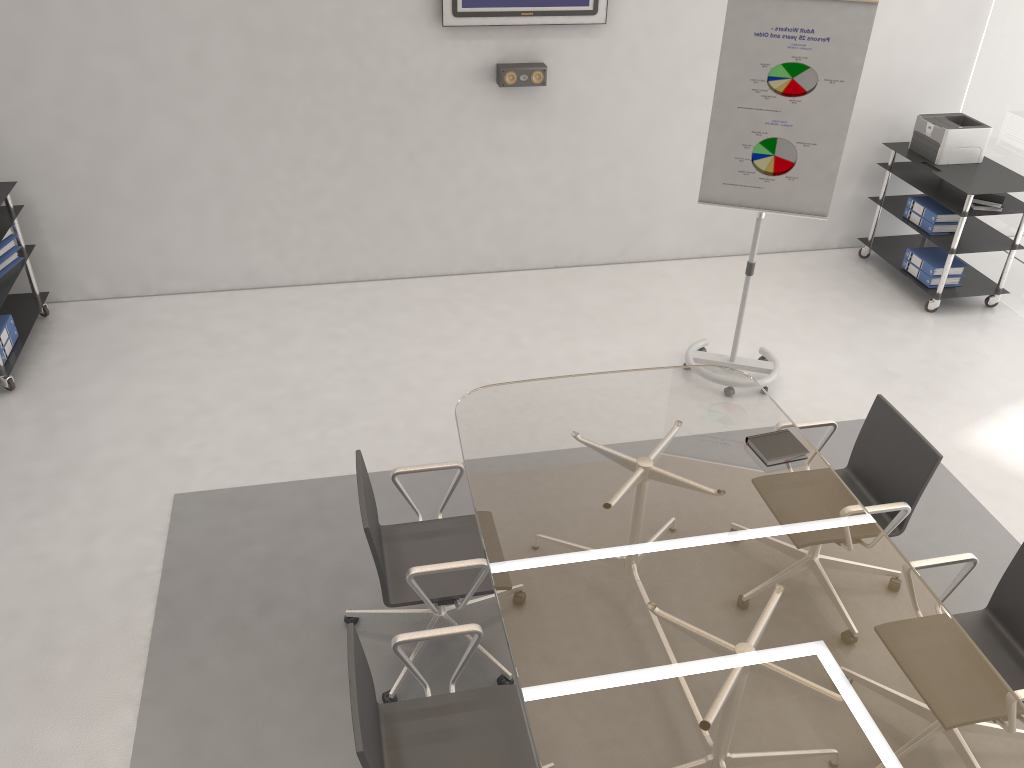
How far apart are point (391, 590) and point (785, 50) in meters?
3.1 m

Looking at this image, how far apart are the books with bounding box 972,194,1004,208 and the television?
2.6m

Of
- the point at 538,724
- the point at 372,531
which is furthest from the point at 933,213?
the point at 538,724

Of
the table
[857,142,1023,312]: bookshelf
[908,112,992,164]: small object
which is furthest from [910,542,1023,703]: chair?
[908,112,992,164]: small object

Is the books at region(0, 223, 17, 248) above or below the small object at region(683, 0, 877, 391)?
below

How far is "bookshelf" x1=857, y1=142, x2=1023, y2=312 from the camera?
5.6m

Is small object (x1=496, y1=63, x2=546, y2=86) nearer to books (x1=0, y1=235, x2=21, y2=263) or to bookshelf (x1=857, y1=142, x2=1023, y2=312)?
bookshelf (x1=857, y1=142, x2=1023, y2=312)

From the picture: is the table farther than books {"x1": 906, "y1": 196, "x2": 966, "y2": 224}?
No

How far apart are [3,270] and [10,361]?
0.59m

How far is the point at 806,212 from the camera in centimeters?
457cm
